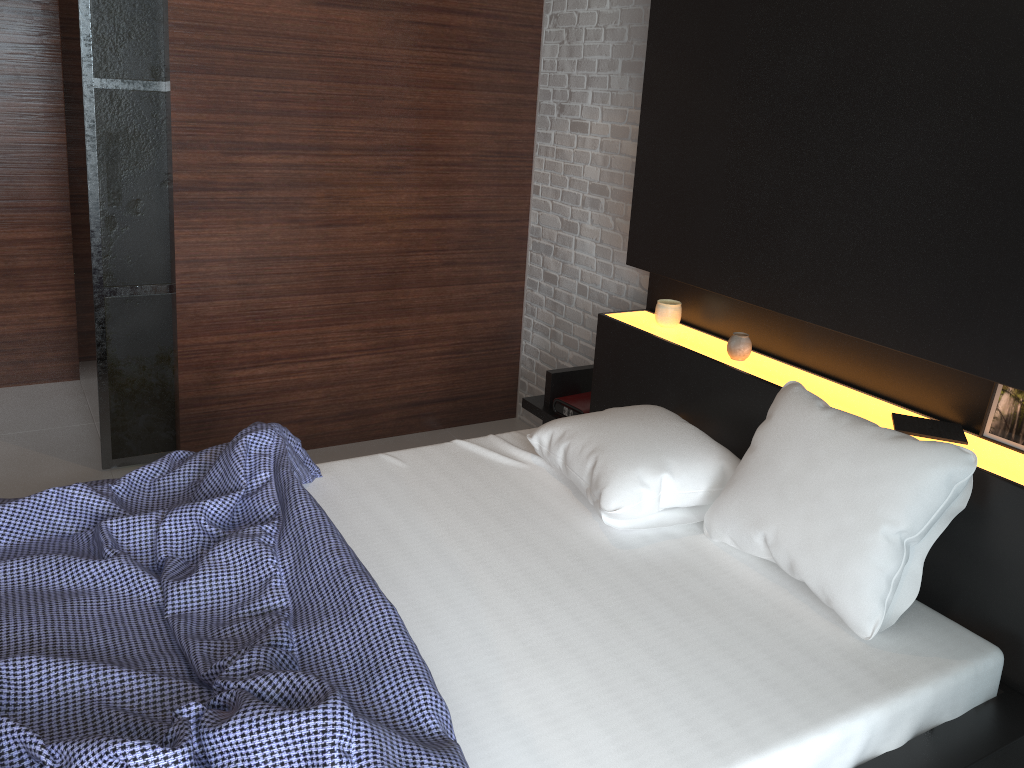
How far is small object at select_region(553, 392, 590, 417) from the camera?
3.3 meters

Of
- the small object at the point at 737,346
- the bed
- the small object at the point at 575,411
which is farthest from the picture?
the small object at the point at 575,411

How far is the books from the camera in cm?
210

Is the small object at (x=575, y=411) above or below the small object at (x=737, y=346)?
below

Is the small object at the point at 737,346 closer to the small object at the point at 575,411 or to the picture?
the small object at the point at 575,411

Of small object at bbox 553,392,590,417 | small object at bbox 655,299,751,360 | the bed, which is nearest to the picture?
the bed

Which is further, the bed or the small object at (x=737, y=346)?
the small object at (x=737, y=346)

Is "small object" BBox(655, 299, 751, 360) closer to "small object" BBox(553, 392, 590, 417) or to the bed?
the bed

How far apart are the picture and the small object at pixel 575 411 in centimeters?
145cm

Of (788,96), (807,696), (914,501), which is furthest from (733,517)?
(788,96)
